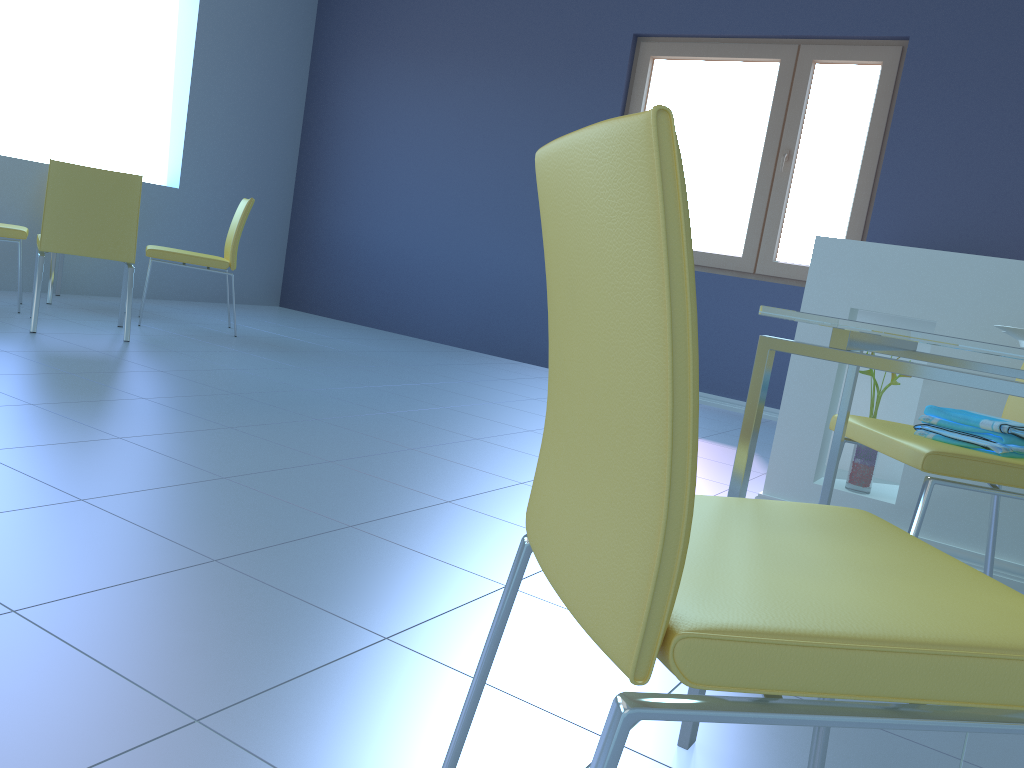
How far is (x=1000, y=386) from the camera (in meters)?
0.97

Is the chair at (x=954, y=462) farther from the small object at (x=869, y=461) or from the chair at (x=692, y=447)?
the chair at (x=692, y=447)

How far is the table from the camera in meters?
1.0 m

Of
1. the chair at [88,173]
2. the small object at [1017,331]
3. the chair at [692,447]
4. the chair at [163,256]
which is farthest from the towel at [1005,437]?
the chair at [163,256]

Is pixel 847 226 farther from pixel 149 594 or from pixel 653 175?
pixel 653 175

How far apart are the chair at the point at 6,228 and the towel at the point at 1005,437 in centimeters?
383cm

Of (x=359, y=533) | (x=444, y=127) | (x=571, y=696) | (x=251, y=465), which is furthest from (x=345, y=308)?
(x=571, y=696)

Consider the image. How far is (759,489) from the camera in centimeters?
289cm

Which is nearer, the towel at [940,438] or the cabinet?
the towel at [940,438]

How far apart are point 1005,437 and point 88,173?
3.4 meters
